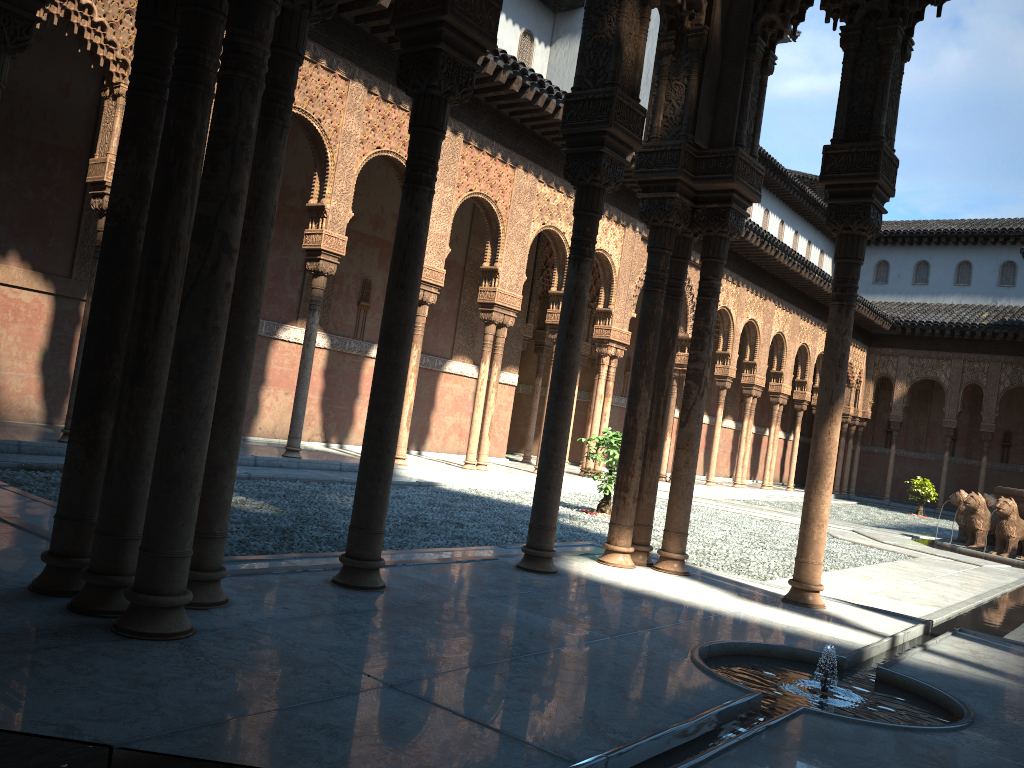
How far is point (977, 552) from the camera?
14.62m

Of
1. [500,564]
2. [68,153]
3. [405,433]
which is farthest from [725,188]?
[68,153]

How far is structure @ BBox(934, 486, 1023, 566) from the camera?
14.63m

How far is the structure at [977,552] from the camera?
14.6 meters

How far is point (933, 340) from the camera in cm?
3222
